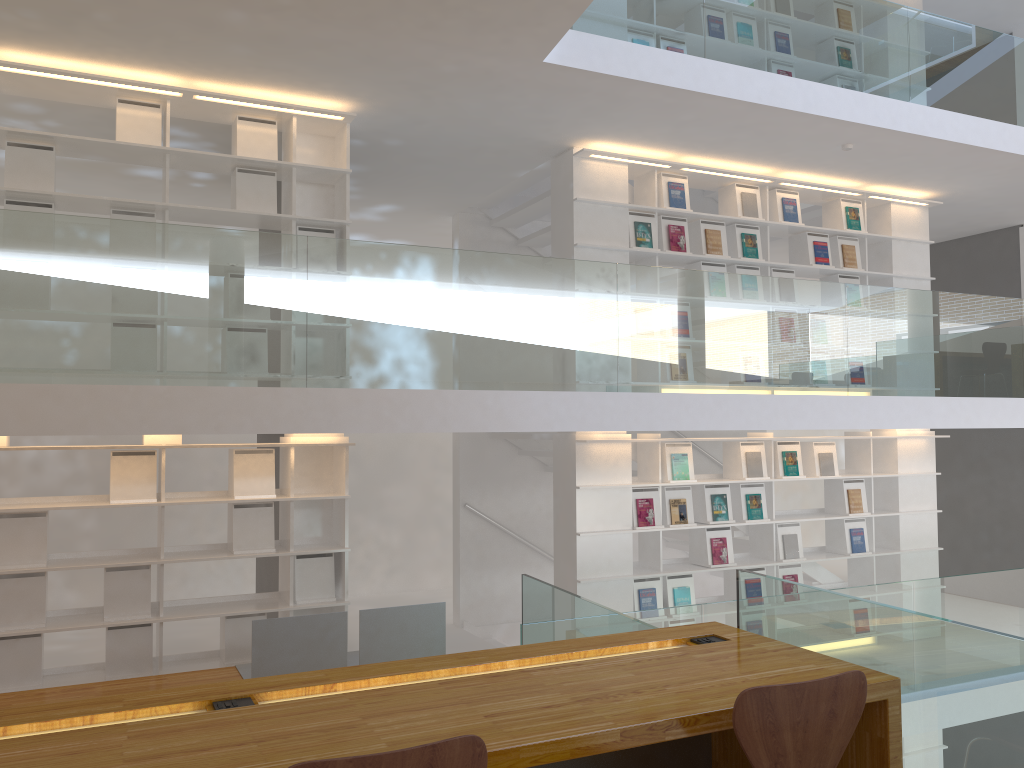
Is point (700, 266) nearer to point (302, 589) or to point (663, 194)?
point (663, 194)

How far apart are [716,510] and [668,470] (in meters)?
0.53

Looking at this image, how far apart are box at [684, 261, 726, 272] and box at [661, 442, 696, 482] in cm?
139

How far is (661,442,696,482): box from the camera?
6.6m

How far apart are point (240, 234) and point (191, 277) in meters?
0.3

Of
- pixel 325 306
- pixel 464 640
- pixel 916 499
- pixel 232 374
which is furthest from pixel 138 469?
pixel 916 499

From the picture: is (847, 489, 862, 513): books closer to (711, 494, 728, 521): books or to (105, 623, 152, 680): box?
(711, 494, 728, 521): books

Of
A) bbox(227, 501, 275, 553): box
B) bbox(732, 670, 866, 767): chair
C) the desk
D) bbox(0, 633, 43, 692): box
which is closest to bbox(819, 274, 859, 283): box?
bbox(227, 501, 275, 553): box

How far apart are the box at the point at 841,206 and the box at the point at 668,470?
2.44m

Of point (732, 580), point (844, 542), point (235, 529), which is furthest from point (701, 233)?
point (235, 529)
